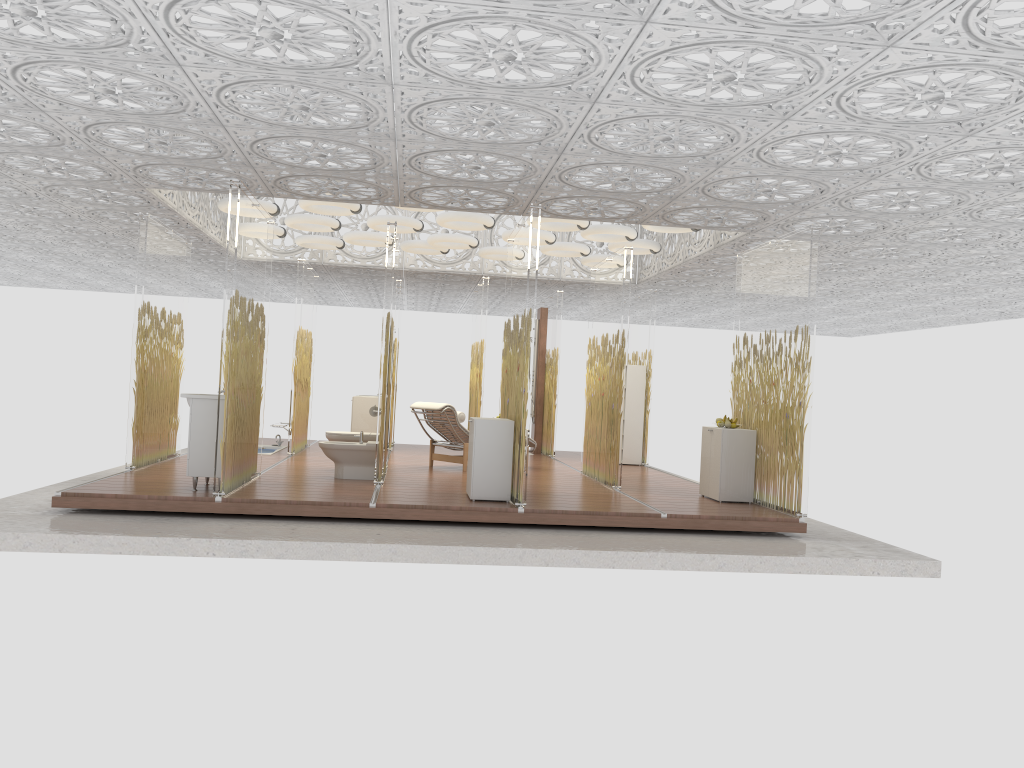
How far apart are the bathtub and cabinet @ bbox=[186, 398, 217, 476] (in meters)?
5.19

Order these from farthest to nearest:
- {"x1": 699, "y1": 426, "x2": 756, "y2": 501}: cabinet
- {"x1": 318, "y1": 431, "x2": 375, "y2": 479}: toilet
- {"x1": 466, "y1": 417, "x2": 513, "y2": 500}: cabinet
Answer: {"x1": 318, "y1": 431, "x2": 375, "y2": 479}: toilet, {"x1": 699, "y1": 426, "x2": 756, "y2": 501}: cabinet, {"x1": 466, "y1": 417, "x2": 513, "y2": 500}: cabinet

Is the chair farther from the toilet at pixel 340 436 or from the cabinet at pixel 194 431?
the cabinet at pixel 194 431

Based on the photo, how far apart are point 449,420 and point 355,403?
3.45m

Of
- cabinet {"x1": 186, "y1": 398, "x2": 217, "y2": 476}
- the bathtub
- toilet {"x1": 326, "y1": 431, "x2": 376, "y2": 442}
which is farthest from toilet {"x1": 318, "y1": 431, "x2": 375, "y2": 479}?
the bathtub

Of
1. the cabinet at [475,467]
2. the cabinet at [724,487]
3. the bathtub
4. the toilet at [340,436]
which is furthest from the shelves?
the cabinet at [475,467]

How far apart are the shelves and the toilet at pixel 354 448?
4.93m

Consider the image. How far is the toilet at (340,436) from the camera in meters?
9.9

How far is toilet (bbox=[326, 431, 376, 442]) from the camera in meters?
9.9 m

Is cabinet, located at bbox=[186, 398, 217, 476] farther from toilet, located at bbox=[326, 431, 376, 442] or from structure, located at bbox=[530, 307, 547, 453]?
structure, located at bbox=[530, 307, 547, 453]
